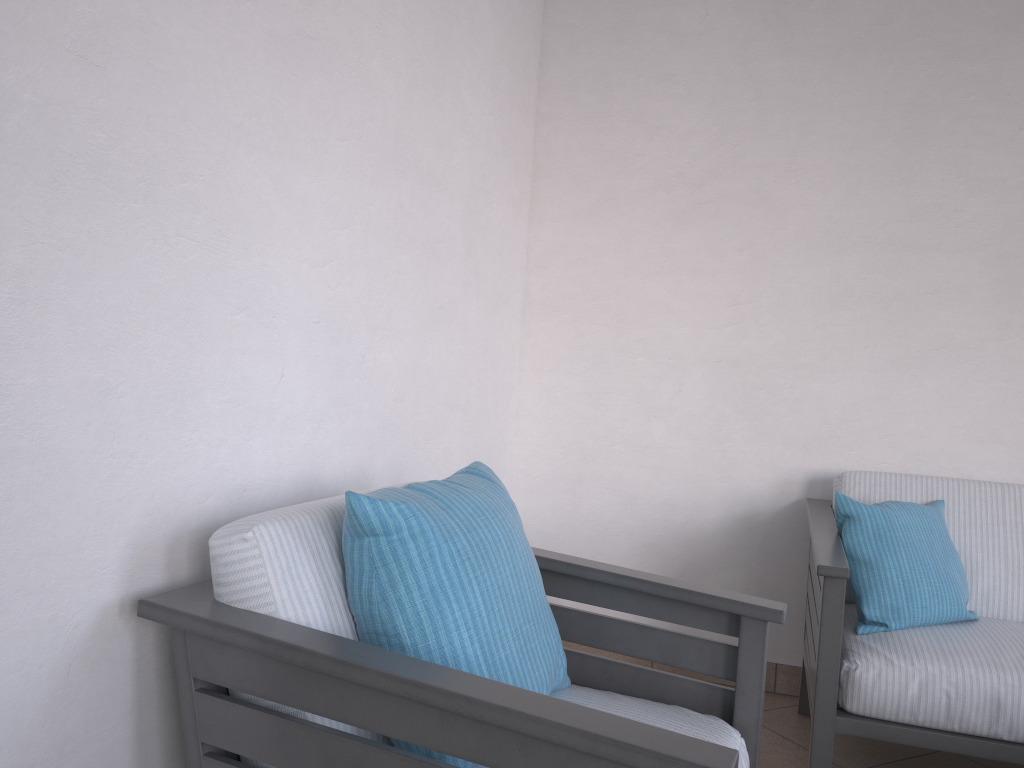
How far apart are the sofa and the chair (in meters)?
0.45

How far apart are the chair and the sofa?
0.5 meters

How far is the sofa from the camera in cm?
198

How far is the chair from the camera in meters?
1.0 m

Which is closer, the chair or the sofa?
the chair

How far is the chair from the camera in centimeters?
103cm

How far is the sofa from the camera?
2.0m

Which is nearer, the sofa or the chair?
the chair
